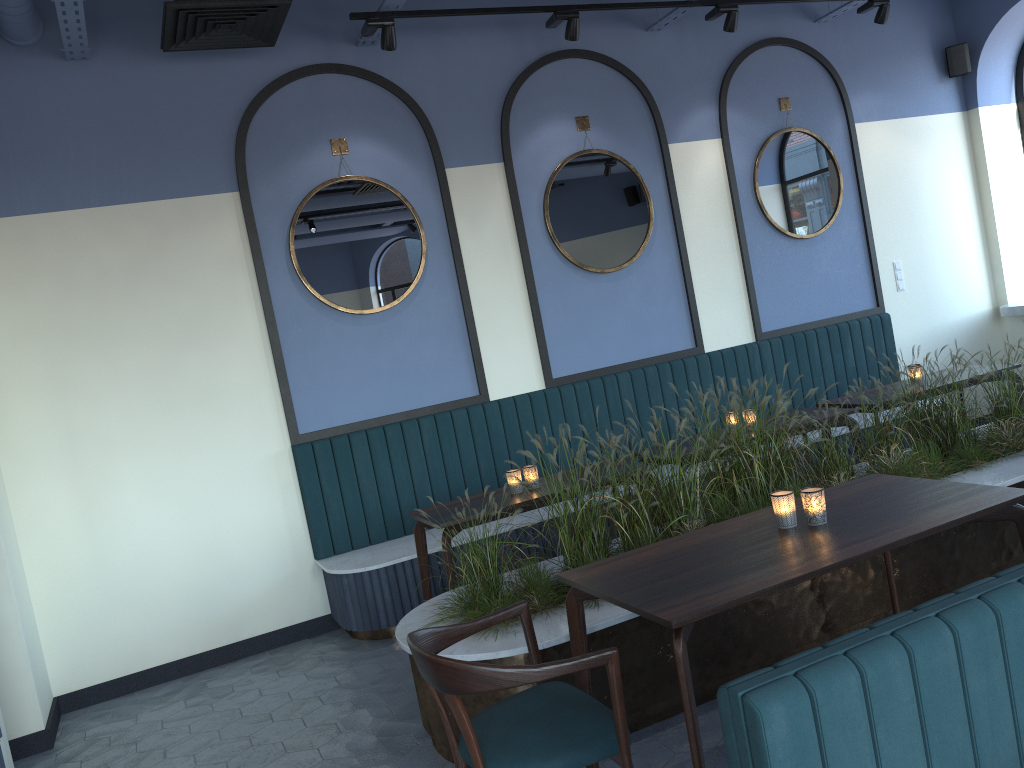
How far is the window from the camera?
7.56m

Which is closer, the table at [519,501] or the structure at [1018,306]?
the table at [519,501]

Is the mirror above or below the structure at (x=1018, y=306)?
above

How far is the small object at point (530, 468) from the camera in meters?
4.6

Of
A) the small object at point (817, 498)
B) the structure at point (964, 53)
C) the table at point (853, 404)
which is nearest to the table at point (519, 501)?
the small object at point (817, 498)

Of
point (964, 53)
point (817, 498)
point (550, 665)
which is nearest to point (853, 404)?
point (817, 498)

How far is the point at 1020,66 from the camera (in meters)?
7.56

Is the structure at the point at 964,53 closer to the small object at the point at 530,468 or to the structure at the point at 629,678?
the structure at the point at 629,678

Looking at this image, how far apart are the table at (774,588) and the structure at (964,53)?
5.39m

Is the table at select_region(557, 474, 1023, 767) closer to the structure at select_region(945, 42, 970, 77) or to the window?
the structure at select_region(945, 42, 970, 77)
